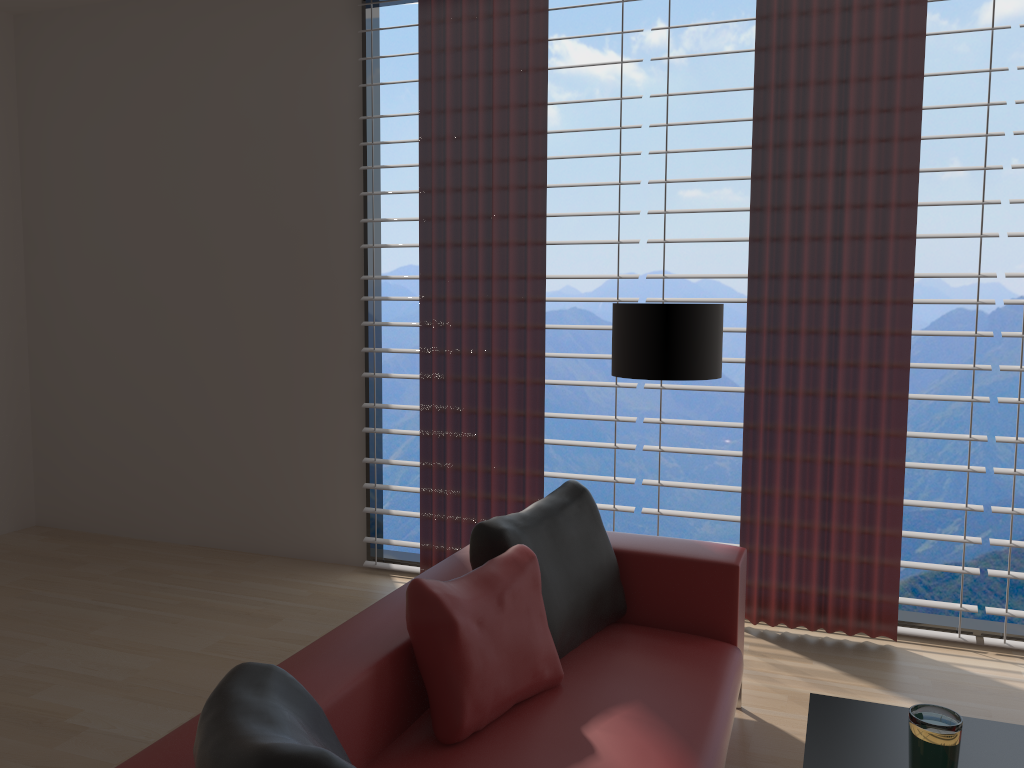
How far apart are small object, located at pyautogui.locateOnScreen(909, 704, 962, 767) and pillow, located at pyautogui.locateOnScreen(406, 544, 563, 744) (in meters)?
1.27

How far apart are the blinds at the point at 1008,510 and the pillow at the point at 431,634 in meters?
2.3

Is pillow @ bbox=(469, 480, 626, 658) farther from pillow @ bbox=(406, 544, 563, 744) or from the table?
the table

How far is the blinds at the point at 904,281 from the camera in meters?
4.9 m

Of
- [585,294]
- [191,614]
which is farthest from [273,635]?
[585,294]

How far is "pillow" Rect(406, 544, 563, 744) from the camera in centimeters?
292cm

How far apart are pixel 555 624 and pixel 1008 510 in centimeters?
288cm

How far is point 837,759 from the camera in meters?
2.6 m

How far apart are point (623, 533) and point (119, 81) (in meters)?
5.35

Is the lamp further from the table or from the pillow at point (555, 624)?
the table
